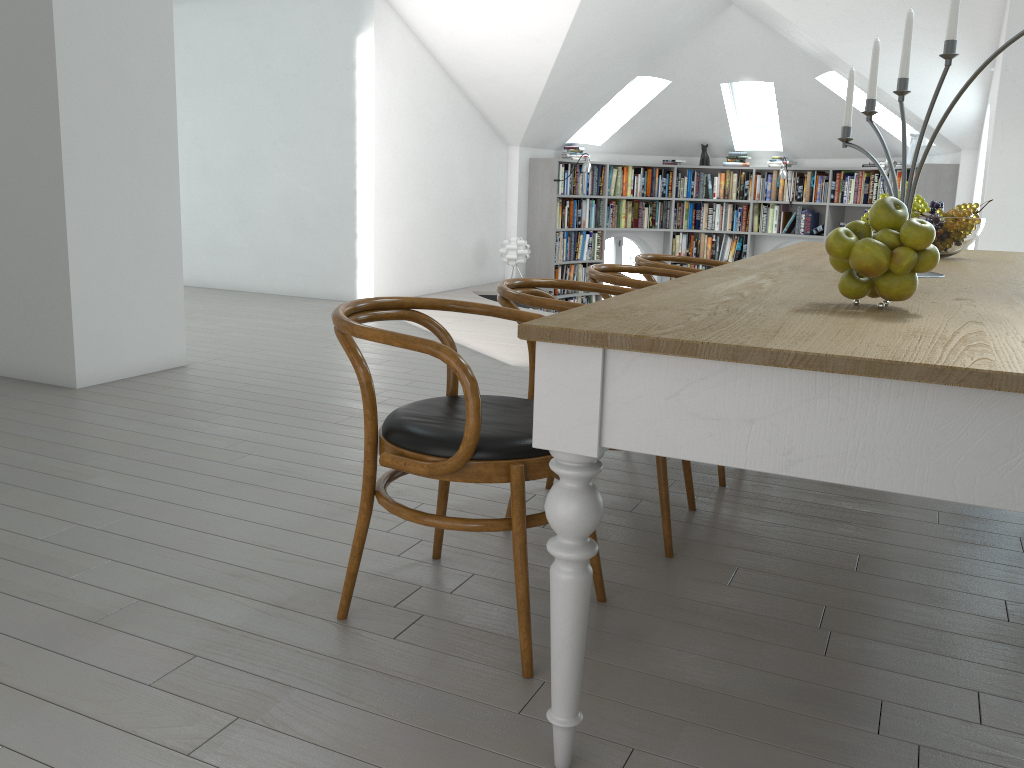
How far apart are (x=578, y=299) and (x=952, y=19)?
8.3 meters

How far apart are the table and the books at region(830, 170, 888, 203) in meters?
6.1

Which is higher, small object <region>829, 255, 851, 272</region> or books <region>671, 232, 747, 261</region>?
small object <region>829, 255, 851, 272</region>

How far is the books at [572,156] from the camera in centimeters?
1016cm

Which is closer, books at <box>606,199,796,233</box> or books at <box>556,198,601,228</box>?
books at <box>556,198,601,228</box>

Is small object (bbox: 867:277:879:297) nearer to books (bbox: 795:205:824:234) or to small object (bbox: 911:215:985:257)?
small object (bbox: 911:215:985:257)

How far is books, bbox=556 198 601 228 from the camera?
10.11m

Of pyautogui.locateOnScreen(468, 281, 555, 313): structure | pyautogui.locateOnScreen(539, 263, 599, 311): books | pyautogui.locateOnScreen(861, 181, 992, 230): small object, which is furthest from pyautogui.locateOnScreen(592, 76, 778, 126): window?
pyautogui.locateOnScreen(861, 181, 992, 230): small object

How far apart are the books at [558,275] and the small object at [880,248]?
8.6m

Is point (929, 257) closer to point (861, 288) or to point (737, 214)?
point (861, 288)
